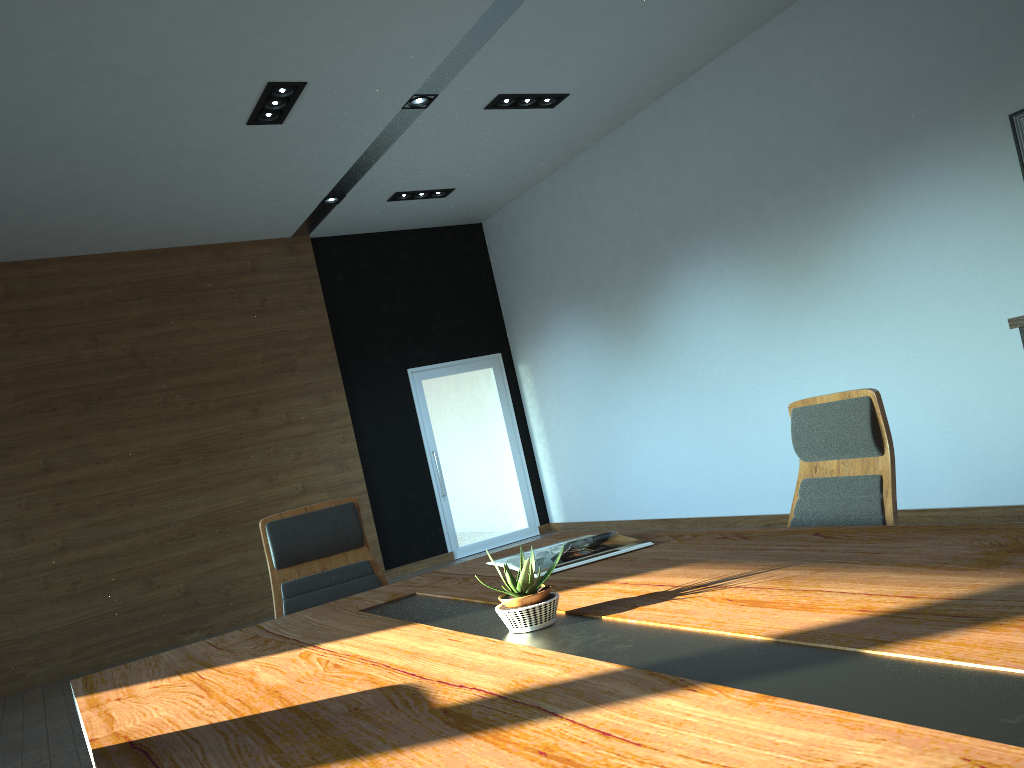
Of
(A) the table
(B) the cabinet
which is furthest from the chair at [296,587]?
(B) the cabinet

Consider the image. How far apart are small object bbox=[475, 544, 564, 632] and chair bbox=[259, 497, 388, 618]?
1.6m

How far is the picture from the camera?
5.08m

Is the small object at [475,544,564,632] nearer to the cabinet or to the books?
the books

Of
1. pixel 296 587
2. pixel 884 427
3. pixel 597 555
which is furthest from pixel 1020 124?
pixel 296 587

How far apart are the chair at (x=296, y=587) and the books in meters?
0.7

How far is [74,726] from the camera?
5.65m

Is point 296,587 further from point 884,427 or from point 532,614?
point 884,427

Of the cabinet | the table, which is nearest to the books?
the table

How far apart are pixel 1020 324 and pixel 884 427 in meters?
2.4 m
